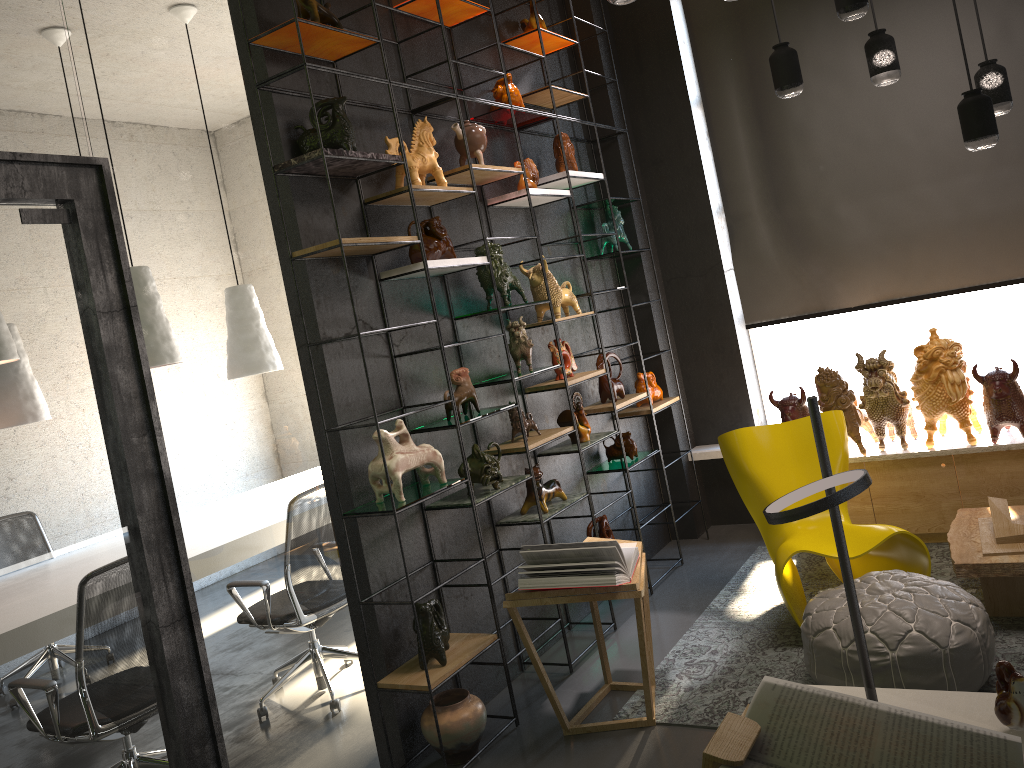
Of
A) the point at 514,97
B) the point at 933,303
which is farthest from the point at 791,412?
the point at 514,97

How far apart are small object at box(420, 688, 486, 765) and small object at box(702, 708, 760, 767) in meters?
2.3

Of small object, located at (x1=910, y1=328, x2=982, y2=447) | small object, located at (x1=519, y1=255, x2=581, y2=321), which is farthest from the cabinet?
small object, located at (x1=519, y1=255, x2=581, y2=321)

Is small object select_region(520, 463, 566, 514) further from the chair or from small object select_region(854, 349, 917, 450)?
small object select_region(854, 349, 917, 450)

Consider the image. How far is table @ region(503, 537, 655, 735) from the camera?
3.47m

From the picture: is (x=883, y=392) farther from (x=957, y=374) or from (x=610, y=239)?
(x=610, y=239)

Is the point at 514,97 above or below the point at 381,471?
above

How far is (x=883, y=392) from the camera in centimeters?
486cm

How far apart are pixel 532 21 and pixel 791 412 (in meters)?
2.67

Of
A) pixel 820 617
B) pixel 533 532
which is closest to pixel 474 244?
pixel 533 532
